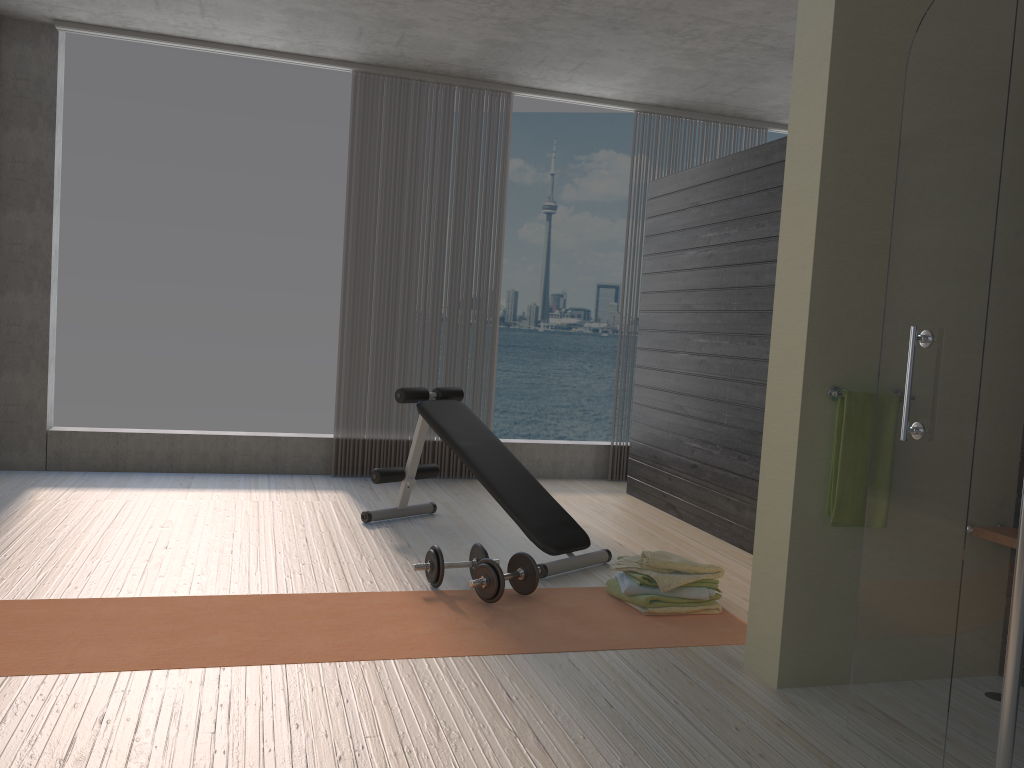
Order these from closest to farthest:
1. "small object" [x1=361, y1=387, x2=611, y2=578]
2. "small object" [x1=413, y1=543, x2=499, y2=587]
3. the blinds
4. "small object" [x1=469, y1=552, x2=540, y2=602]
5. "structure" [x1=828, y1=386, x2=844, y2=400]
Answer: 1. "structure" [x1=828, y1=386, x2=844, y2=400]
2. "small object" [x1=469, y1=552, x2=540, y2=602]
3. "small object" [x1=413, y1=543, x2=499, y2=587]
4. "small object" [x1=361, y1=387, x2=611, y2=578]
5. the blinds

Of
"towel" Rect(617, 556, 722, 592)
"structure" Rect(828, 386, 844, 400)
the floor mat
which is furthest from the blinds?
"structure" Rect(828, 386, 844, 400)

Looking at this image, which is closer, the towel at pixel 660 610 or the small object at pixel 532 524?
the towel at pixel 660 610

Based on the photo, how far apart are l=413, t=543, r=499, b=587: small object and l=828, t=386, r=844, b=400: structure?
1.6 meters

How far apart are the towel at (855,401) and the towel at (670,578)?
0.84m

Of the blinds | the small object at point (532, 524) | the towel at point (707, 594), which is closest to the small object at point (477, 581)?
the small object at point (532, 524)

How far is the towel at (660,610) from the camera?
3.5m

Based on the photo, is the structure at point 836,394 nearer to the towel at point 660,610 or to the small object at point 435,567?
the towel at point 660,610

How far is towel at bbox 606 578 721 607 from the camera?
3.46m

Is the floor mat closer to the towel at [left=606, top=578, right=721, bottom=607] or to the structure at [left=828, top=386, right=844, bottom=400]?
the towel at [left=606, top=578, right=721, bottom=607]
